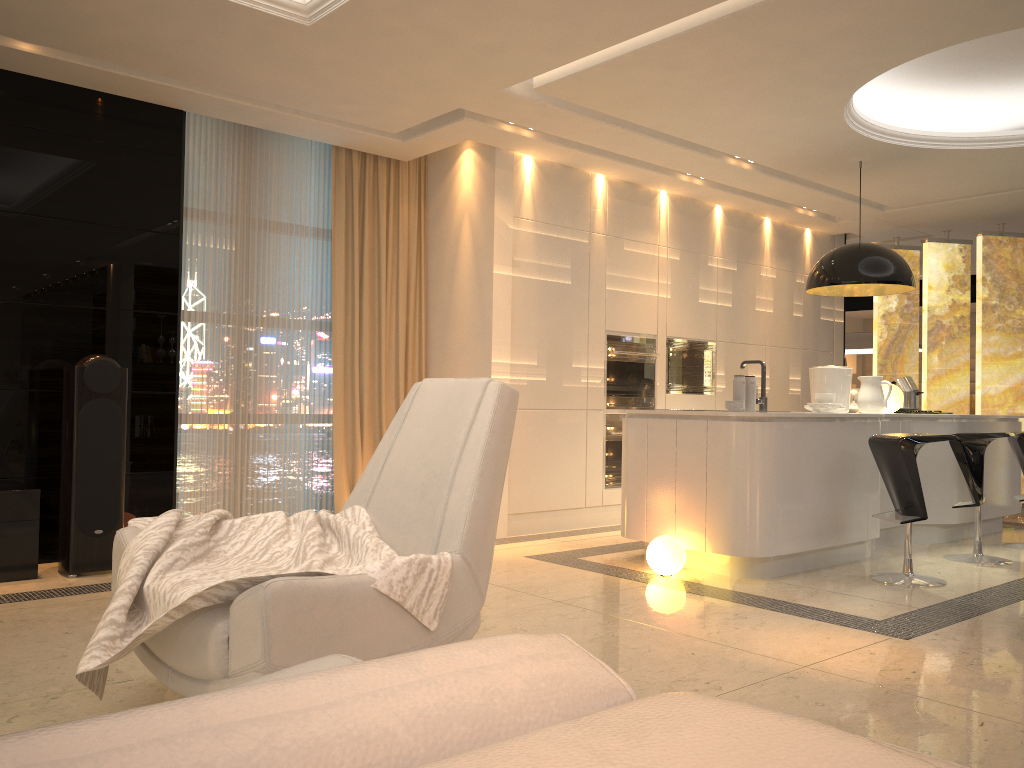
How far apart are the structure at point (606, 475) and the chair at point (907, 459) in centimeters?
214cm

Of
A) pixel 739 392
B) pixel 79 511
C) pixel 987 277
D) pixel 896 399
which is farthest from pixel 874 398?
pixel 79 511

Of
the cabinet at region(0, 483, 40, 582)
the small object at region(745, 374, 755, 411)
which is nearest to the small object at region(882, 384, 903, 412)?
the small object at region(745, 374, 755, 411)

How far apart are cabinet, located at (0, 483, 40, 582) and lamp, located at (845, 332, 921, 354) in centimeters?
871cm

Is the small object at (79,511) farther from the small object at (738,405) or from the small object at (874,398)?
the small object at (874,398)

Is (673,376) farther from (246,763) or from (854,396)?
(246,763)

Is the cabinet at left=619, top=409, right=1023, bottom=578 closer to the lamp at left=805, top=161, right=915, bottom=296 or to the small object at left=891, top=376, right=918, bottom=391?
the small object at left=891, top=376, right=918, bottom=391

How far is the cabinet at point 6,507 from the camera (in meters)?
4.30

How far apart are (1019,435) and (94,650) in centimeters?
576cm

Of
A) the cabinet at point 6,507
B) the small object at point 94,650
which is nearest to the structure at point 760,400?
the small object at point 94,650
